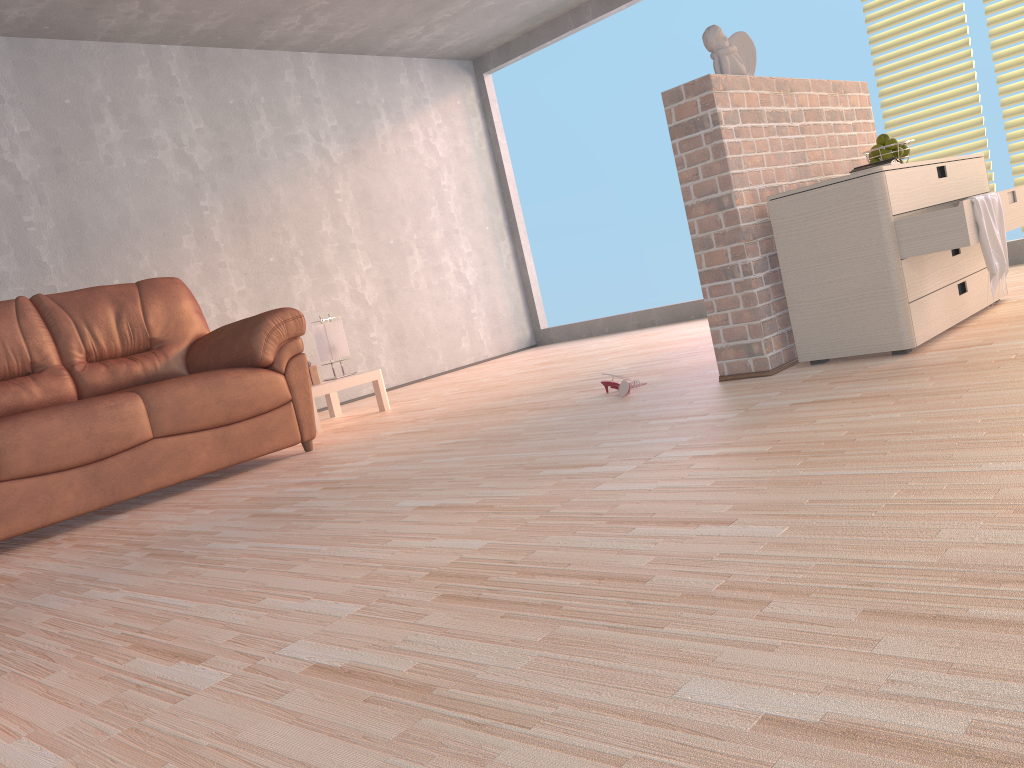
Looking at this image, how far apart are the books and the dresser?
0.1m

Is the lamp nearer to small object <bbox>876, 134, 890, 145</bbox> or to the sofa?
the sofa

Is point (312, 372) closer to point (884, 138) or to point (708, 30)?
point (708, 30)

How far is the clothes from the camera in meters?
2.8 m

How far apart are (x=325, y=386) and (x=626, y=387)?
2.0m

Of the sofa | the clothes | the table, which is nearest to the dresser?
the clothes

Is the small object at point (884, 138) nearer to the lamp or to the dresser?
the dresser

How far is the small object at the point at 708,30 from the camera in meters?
3.2 m

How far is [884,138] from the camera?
3.49m

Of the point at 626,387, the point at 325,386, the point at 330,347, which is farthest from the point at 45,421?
the point at 626,387
